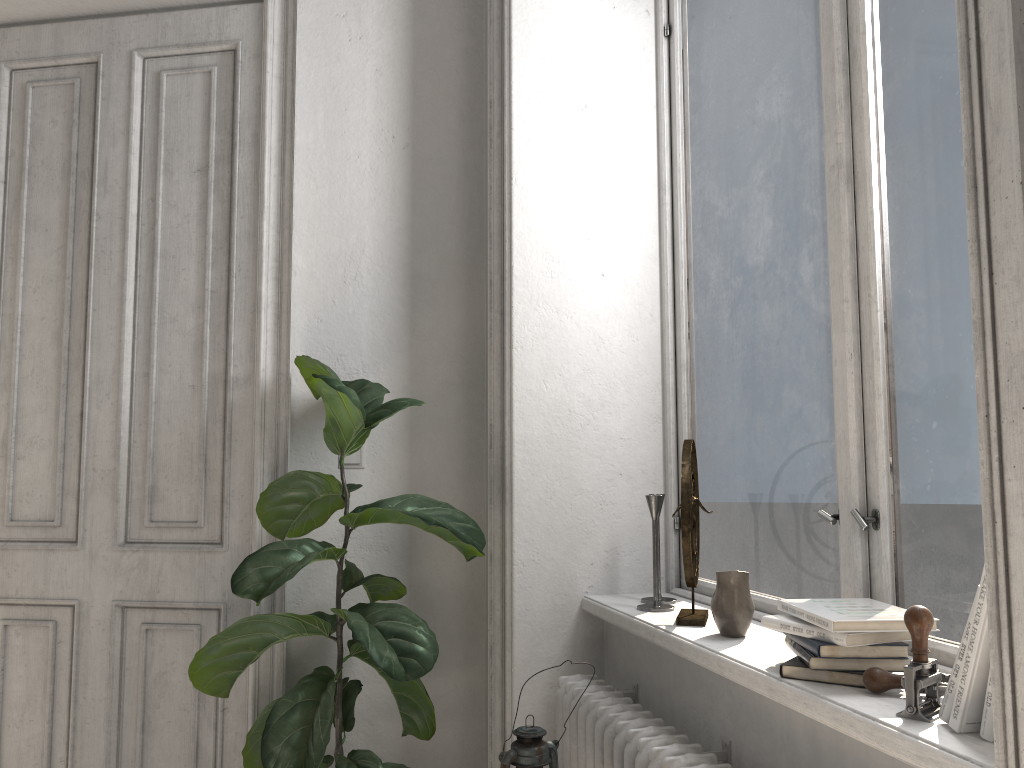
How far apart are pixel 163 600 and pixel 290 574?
0.8m

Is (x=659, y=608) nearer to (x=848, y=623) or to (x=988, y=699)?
(x=848, y=623)

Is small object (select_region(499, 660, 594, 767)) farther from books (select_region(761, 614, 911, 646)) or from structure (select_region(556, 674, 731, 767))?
books (select_region(761, 614, 911, 646))

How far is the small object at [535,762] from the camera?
1.5m

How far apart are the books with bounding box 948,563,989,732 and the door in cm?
205

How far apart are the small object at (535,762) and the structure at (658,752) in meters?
0.2

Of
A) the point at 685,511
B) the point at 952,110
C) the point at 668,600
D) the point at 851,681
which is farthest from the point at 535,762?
the point at 952,110

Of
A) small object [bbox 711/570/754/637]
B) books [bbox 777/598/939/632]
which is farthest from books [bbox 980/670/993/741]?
small object [bbox 711/570/754/637]

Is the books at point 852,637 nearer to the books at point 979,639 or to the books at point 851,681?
the books at point 851,681

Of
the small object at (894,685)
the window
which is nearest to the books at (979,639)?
the small object at (894,685)
